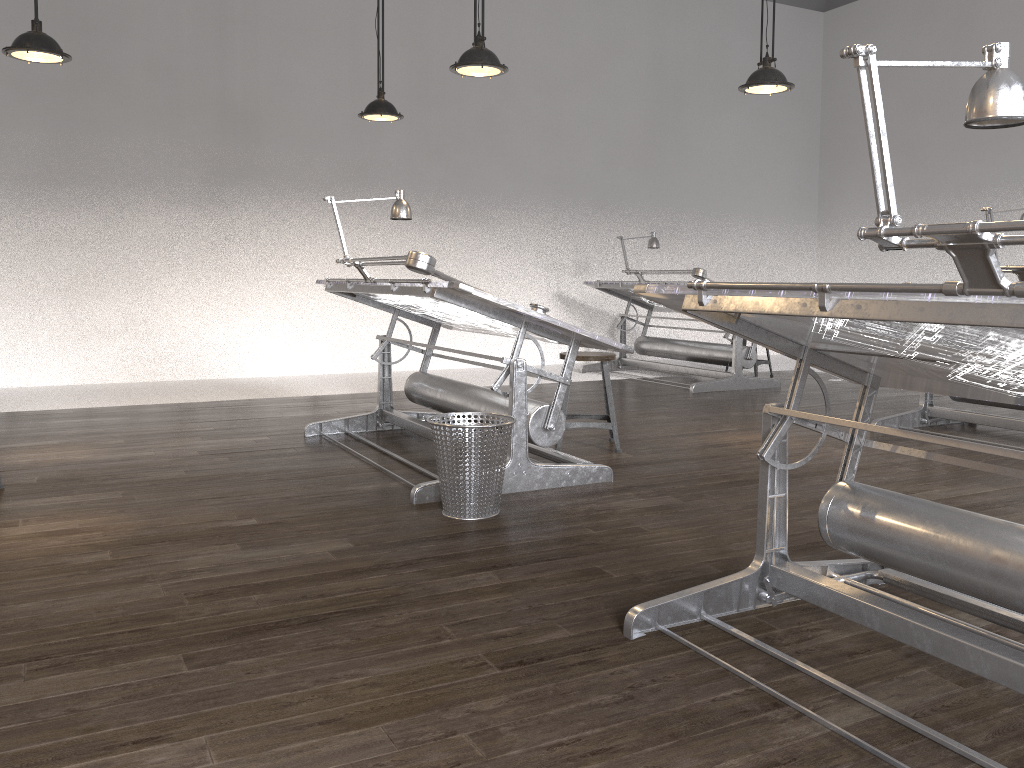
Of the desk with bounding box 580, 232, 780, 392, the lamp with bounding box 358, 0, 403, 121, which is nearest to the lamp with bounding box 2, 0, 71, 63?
the lamp with bounding box 358, 0, 403, 121

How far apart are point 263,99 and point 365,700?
7.17m

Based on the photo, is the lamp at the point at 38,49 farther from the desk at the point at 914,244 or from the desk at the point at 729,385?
the desk at the point at 729,385

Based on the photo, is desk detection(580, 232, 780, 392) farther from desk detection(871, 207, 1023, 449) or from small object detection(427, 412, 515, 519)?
small object detection(427, 412, 515, 519)

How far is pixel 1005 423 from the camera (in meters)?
5.20

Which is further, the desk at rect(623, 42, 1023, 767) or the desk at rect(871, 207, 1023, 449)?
the desk at rect(871, 207, 1023, 449)

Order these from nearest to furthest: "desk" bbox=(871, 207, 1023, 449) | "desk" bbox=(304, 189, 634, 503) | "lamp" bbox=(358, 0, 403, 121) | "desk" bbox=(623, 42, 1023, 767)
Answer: "desk" bbox=(623, 42, 1023, 767), "desk" bbox=(304, 189, 634, 503), "desk" bbox=(871, 207, 1023, 449), "lamp" bbox=(358, 0, 403, 121)

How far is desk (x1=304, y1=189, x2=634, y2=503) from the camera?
3.7m

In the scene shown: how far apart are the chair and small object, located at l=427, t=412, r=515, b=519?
1.2 meters

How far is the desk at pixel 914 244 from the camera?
1.54m
